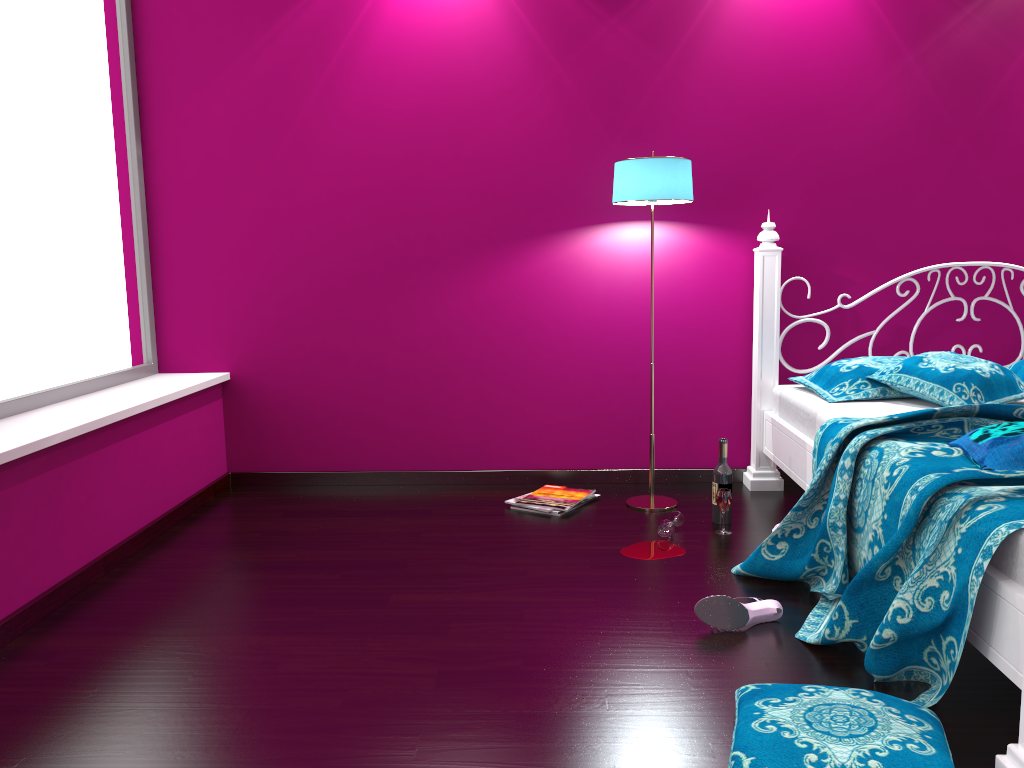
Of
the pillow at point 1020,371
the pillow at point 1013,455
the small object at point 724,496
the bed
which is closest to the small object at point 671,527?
the small object at point 724,496

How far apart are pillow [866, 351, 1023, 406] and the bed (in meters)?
0.03

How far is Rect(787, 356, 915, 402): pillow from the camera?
3.2m

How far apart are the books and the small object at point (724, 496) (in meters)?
0.59

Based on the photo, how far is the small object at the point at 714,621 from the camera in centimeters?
230cm

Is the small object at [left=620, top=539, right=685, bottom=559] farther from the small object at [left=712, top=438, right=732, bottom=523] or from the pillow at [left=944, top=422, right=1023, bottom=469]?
the pillow at [left=944, top=422, right=1023, bottom=469]

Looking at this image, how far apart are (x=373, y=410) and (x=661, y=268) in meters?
1.4

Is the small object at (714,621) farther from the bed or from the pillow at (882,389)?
the pillow at (882,389)

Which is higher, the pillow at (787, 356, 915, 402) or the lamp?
the lamp

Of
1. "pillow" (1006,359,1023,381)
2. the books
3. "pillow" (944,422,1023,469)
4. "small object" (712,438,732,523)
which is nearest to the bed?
"pillow" (944,422,1023,469)
